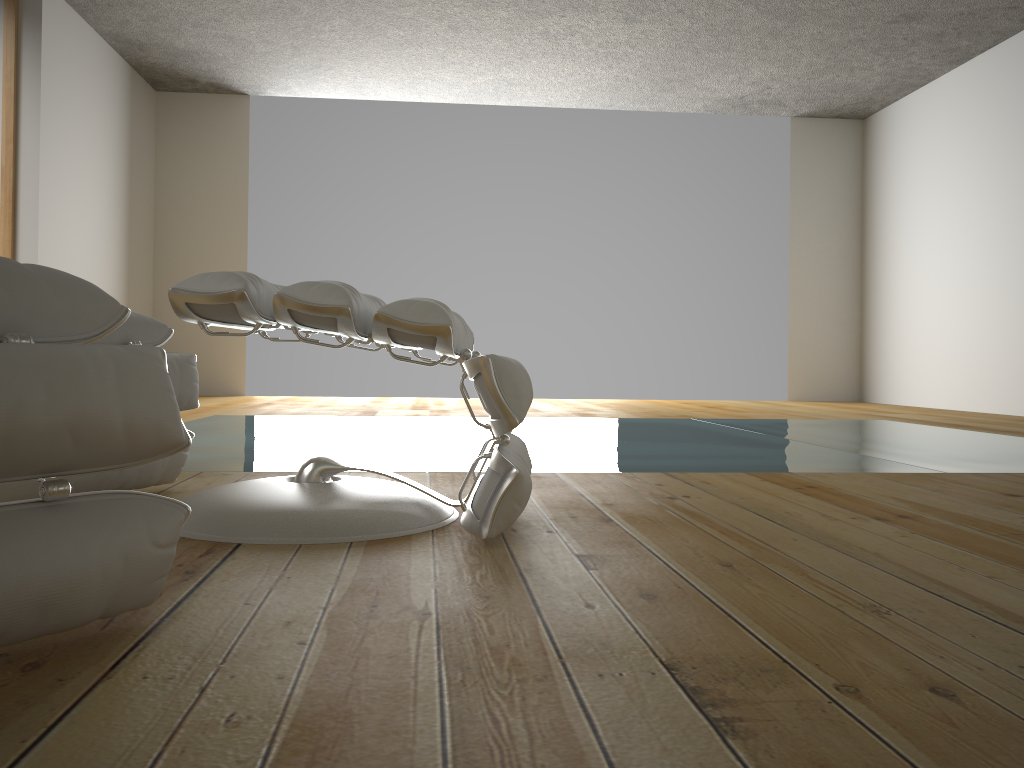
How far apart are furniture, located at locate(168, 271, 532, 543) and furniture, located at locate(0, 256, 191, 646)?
0.3m

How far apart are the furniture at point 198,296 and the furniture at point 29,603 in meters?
0.3 m

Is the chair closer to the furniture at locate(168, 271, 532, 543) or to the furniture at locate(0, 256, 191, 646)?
the furniture at locate(168, 271, 532, 543)

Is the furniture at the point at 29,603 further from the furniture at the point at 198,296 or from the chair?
the chair

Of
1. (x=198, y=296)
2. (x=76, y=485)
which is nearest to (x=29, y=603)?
(x=198, y=296)

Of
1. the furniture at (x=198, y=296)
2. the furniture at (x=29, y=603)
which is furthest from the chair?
the furniture at (x=29, y=603)

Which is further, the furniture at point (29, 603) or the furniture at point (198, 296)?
the furniture at point (198, 296)

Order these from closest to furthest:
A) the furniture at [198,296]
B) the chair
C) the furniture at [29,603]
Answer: the furniture at [29,603] < the furniture at [198,296] < the chair

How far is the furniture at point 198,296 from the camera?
1.4 meters

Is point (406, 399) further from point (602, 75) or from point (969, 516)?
point (969, 516)
